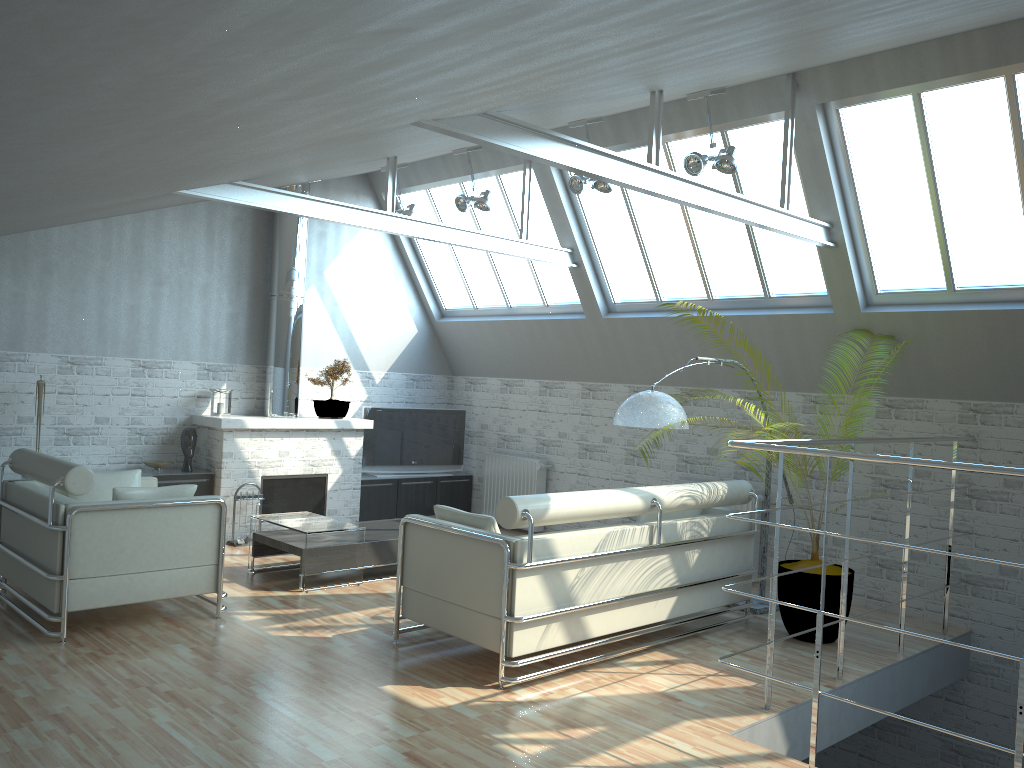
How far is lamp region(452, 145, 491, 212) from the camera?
15.7m

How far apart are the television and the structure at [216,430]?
0.9m

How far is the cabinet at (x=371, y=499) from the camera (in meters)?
18.75

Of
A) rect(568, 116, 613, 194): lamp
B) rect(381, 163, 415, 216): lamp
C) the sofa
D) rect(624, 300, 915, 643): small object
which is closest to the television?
rect(381, 163, 415, 216): lamp

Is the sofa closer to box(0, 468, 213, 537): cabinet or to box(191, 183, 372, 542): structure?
box(191, 183, 372, 542): structure

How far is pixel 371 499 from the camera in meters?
18.7 m

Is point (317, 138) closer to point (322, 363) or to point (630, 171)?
point (630, 171)

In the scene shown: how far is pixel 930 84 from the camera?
11.2 meters

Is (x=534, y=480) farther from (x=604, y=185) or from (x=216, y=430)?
(x=604, y=185)

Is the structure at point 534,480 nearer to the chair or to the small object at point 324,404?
the small object at point 324,404
